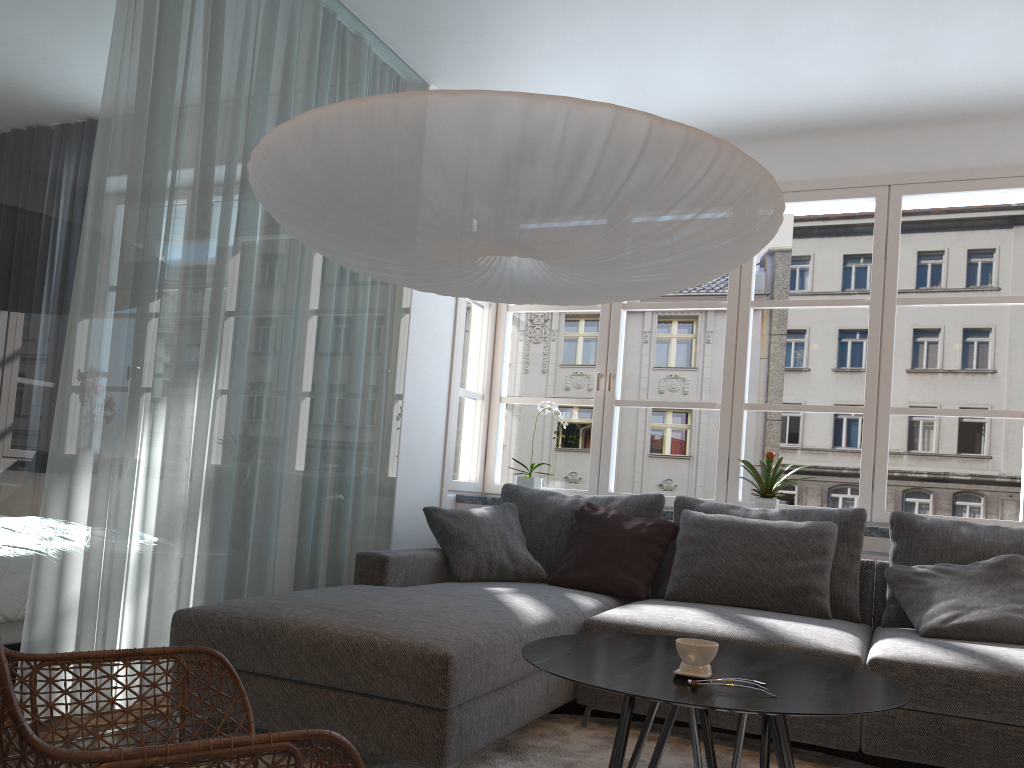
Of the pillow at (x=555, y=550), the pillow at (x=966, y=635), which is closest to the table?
the pillow at (x=966, y=635)

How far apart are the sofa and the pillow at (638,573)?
0.0m

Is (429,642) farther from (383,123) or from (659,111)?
(659,111)

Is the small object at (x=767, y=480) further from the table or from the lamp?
the table

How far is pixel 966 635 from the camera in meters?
3.0

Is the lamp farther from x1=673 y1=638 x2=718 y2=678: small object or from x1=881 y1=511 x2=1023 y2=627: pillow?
x1=881 y1=511 x2=1023 y2=627: pillow

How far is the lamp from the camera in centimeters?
187cm

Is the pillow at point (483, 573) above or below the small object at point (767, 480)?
below

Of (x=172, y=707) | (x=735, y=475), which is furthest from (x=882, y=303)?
(x=172, y=707)

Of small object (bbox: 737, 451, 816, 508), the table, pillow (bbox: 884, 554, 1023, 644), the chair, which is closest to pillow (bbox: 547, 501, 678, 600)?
small object (bbox: 737, 451, 816, 508)
